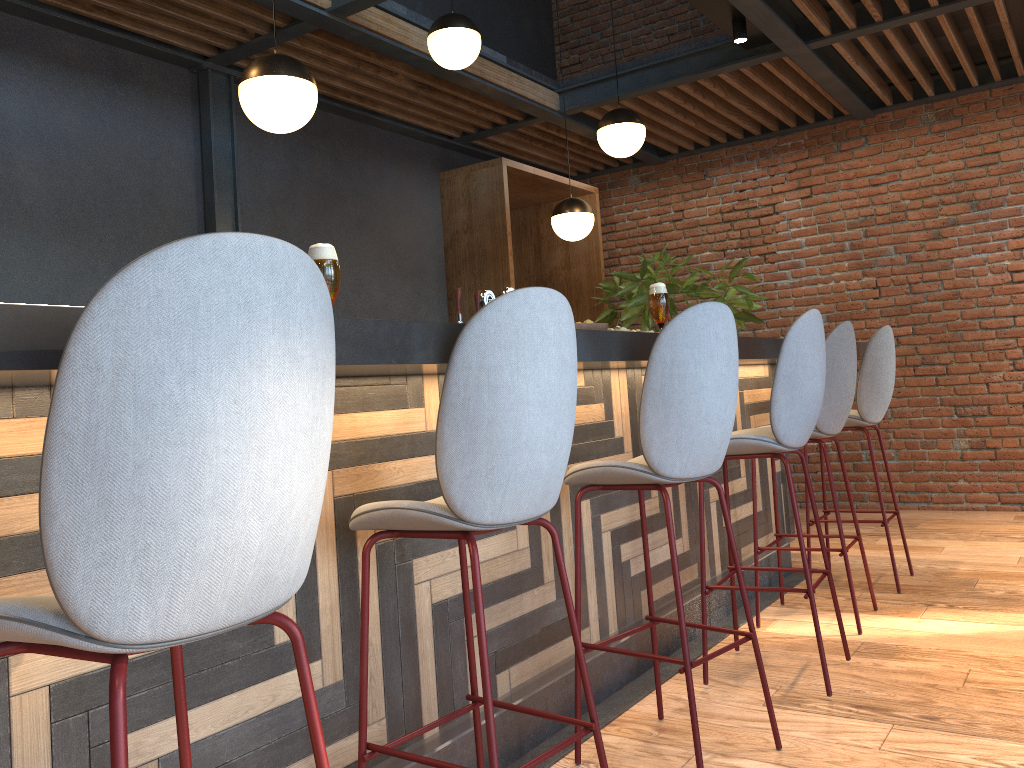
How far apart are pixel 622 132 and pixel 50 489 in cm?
419

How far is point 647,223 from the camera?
7.56m

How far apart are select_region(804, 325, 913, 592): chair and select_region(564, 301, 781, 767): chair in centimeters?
190cm

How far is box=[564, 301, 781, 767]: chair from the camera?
2.3m

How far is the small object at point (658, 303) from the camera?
2.9 meters

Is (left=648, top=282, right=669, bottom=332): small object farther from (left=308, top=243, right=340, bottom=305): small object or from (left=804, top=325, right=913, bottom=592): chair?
(left=804, top=325, right=913, bottom=592): chair

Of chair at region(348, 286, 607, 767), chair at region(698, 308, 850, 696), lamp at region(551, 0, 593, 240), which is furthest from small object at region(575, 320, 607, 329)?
lamp at region(551, 0, 593, 240)

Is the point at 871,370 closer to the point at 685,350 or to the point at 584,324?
the point at 584,324

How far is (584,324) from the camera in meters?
2.7 m

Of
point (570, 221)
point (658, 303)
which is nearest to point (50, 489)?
point (658, 303)
